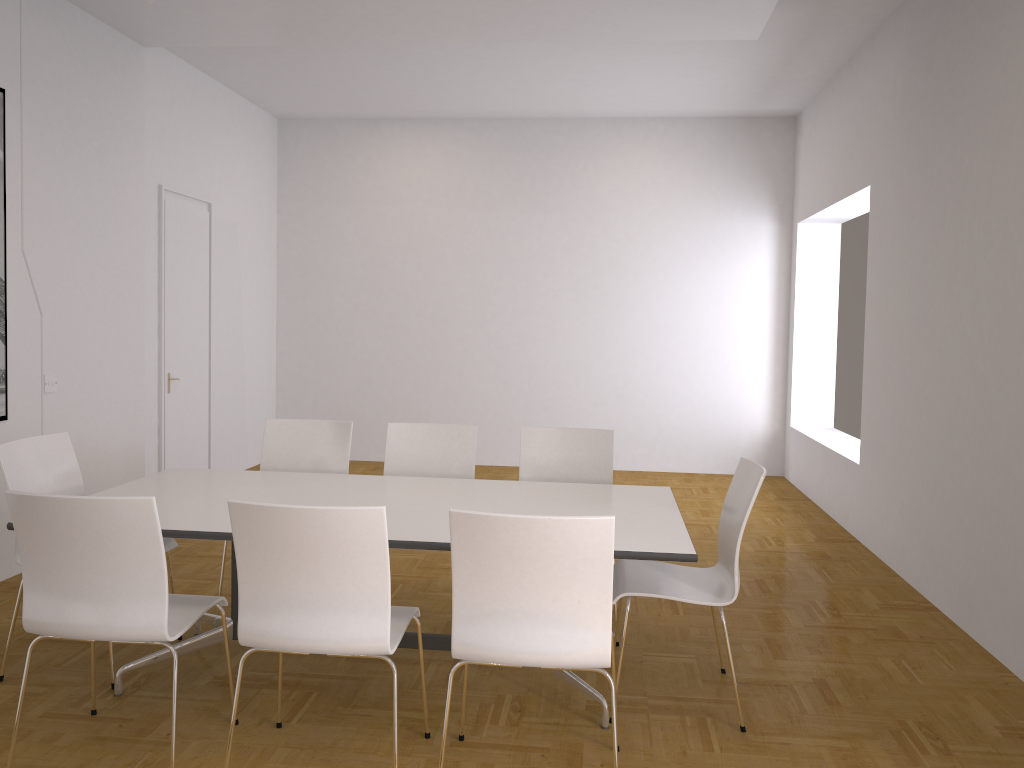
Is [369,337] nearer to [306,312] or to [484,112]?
[306,312]

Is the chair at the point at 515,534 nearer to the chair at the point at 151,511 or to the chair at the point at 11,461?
Answer: the chair at the point at 151,511

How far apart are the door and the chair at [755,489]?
4.4m

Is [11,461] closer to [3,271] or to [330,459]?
[330,459]

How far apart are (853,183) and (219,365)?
5.45m

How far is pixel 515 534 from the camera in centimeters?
251cm

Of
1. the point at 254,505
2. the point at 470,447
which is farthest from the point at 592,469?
the point at 254,505

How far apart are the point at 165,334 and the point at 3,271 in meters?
2.1 m

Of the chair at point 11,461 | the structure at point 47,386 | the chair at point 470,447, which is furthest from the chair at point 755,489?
the structure at point 47,386

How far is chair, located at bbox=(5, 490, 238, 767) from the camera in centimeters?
265cm
